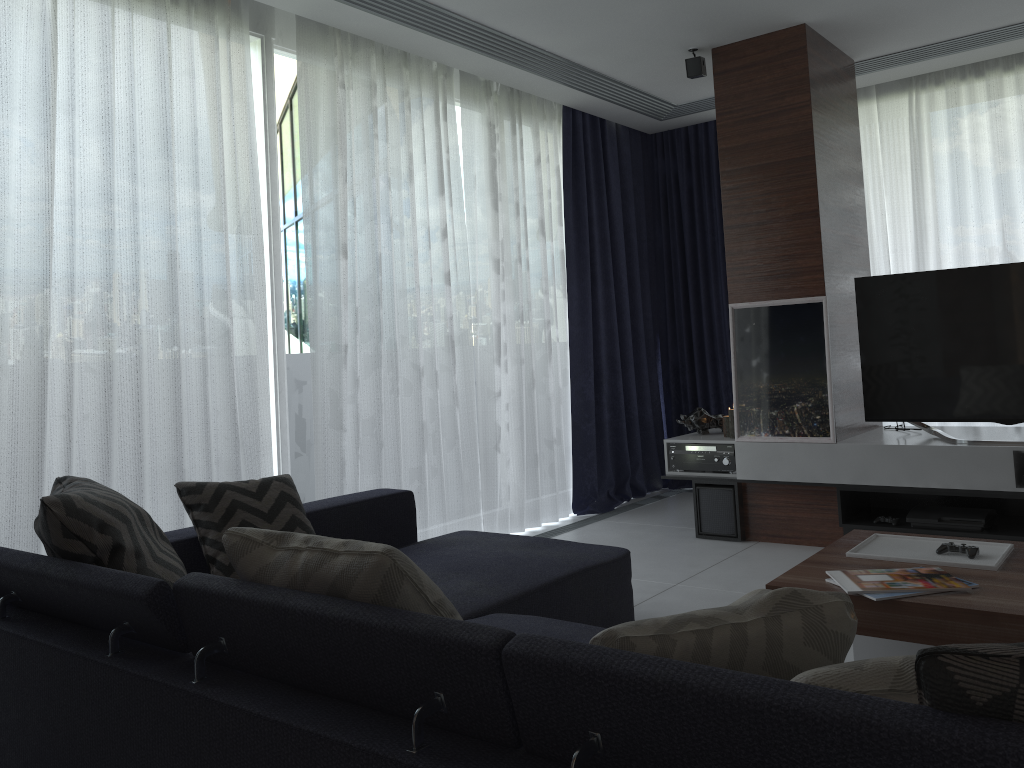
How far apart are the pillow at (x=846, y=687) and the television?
3.3 meters

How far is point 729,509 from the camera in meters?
4.6

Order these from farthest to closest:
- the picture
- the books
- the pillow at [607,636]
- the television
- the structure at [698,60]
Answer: the structure at [698,60], the picture, the television, the books, the pillow at [607,636]

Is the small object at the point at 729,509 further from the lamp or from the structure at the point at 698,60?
the structure at the point at 698,60

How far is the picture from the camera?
4.3m

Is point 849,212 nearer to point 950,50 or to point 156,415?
point 950,50

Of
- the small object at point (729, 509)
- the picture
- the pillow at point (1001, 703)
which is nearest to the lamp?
the picture

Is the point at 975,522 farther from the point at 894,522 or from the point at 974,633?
the point at 974,633

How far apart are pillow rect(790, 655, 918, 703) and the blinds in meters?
2.7

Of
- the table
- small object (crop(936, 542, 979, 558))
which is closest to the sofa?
the table
